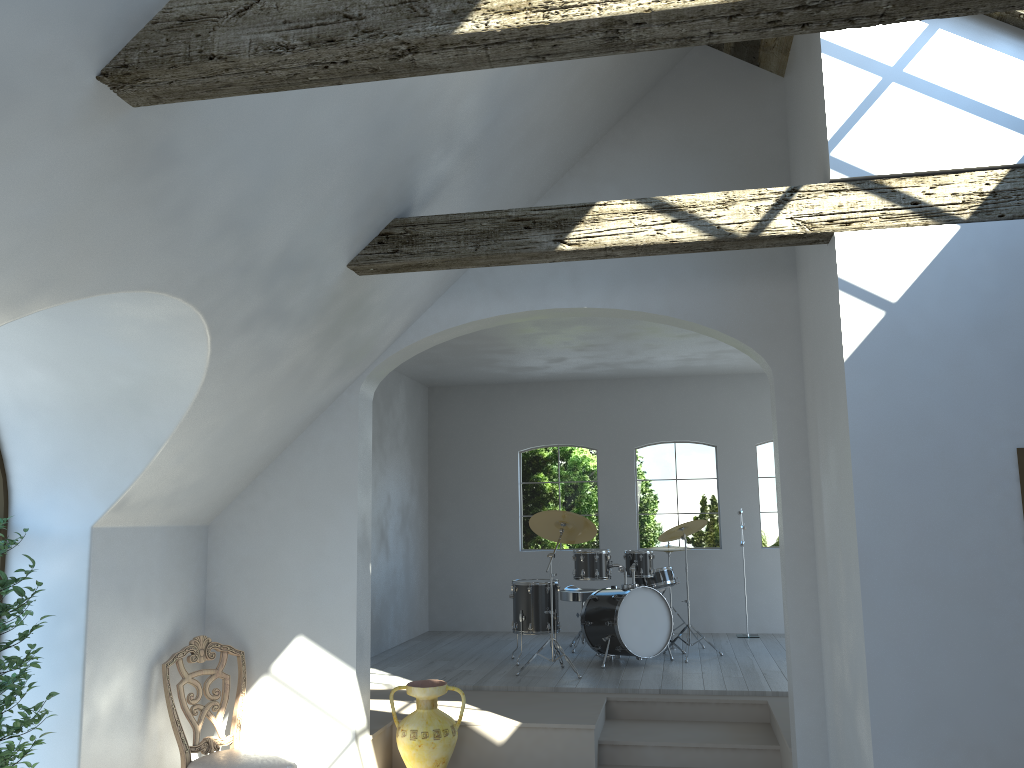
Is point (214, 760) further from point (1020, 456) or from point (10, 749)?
point (1020, 456)

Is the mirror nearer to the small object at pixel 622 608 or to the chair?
the chair

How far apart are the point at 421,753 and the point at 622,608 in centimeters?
277cm

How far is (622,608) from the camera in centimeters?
786cm

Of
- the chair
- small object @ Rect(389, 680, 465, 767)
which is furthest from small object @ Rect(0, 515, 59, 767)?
small object @ Rect(389, 680, 465, 767)

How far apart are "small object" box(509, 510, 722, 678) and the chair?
2.9 meters

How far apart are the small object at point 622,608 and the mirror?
4.5m

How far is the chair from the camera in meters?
5.0

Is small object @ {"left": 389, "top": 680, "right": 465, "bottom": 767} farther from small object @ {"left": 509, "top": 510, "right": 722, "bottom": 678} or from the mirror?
the mirror

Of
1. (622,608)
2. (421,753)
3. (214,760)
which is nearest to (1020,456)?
(421,753)
